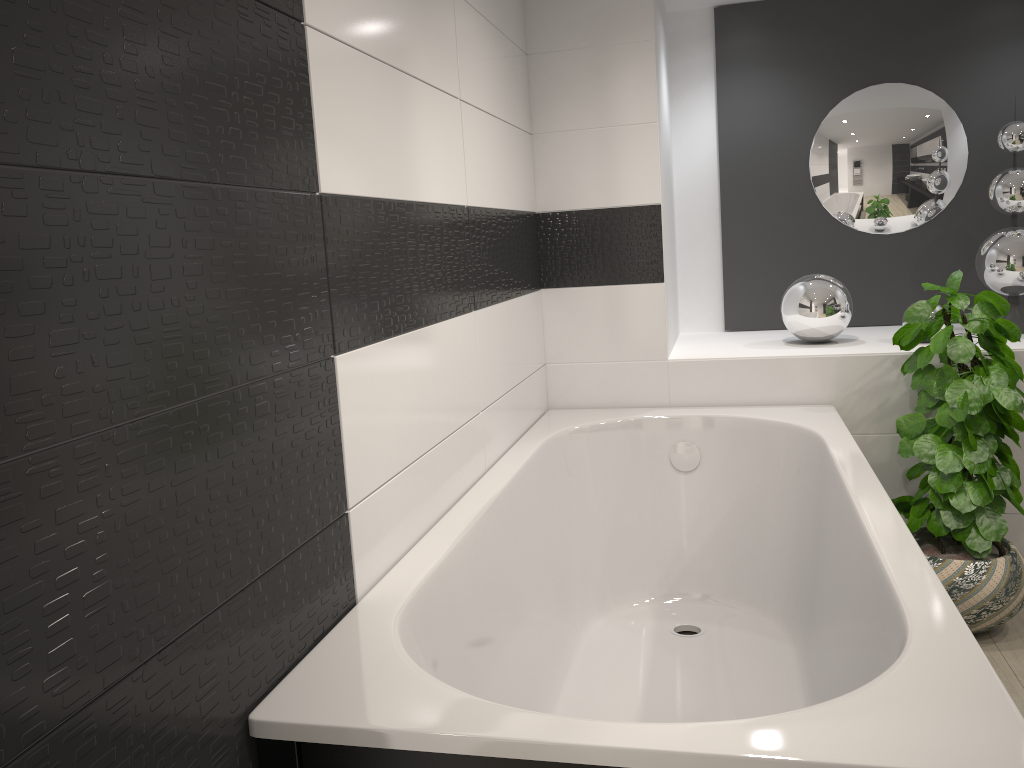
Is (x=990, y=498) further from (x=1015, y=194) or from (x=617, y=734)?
(x=617, y=734)

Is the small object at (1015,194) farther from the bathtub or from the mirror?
the bathtub

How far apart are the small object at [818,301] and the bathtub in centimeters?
39cm

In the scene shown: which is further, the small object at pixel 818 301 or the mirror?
the mirror

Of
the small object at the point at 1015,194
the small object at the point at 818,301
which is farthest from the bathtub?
the small object at the point at 1015,194

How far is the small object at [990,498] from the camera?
2.6m

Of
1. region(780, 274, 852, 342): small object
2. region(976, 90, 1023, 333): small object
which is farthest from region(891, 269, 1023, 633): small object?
region(976, 90, 1023, 333): small object

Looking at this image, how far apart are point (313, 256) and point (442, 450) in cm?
76

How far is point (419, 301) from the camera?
2.0 meters

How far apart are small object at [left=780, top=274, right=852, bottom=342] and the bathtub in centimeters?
39cm
